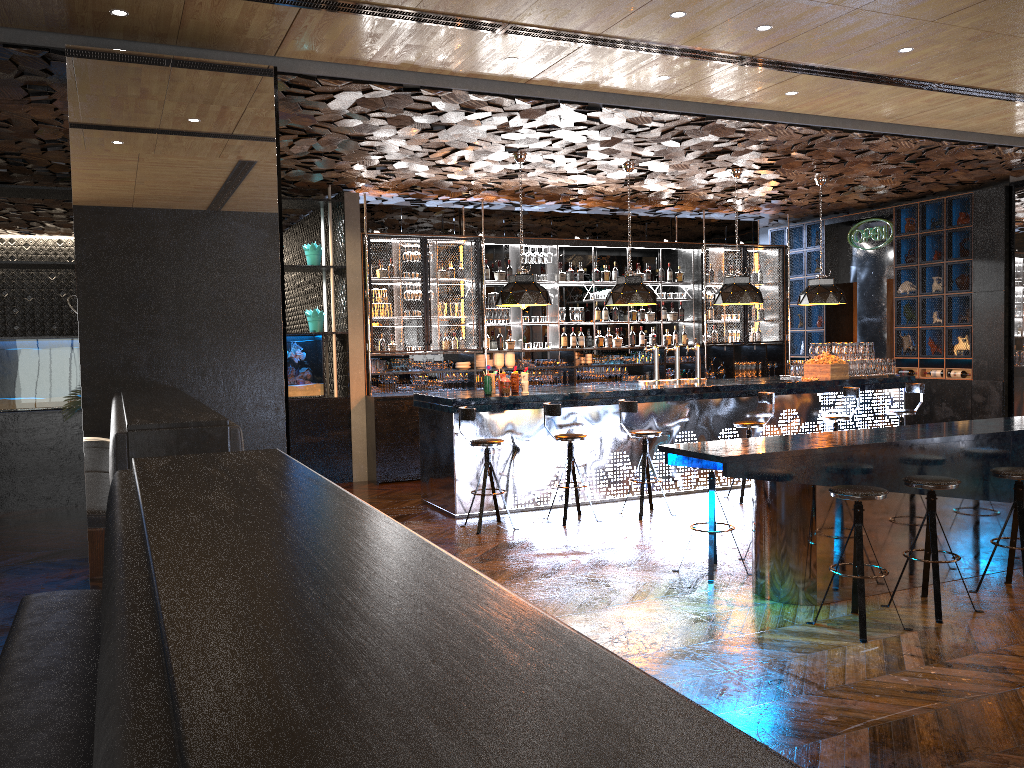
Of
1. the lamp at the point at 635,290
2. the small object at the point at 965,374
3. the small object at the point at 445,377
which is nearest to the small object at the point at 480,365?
the small object at the point at 445,377

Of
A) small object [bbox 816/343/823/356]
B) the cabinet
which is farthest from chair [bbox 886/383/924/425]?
the cabinet

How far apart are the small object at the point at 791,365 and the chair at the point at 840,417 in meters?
1.4 m

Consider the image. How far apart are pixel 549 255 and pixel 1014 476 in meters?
7.5

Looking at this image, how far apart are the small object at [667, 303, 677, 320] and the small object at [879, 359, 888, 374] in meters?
3.2 m

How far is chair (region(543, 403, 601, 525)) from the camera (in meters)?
8.12

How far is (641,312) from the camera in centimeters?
1295cm

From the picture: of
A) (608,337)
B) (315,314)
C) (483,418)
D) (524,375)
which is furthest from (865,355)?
(315,314)

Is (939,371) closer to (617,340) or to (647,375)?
(647,375)

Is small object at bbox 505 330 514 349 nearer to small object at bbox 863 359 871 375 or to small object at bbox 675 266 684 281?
small object at bbox 675 266 684 281
